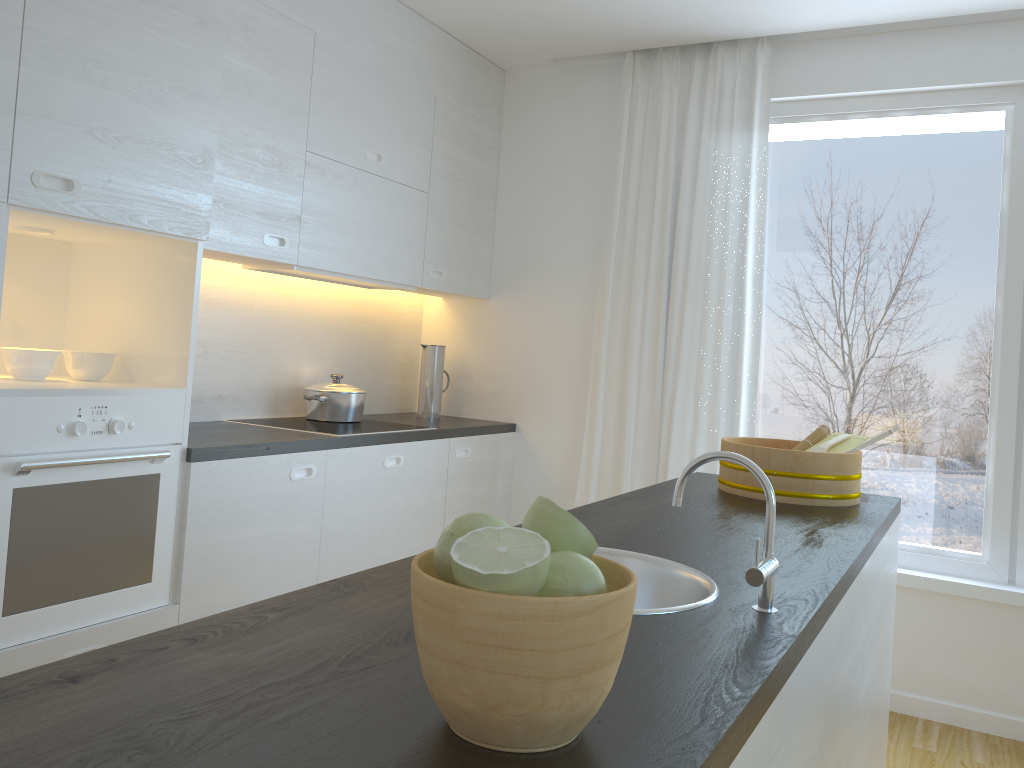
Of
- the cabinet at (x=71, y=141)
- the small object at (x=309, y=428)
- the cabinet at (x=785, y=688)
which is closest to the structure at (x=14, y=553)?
the cabinet at (x=71, y=141)

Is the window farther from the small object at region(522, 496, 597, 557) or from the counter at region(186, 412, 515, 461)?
the small object at region(522, 496, 597, 557)

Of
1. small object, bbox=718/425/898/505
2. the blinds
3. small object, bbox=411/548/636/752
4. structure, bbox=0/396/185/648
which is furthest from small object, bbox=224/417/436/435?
small object, bbox=411/548/636/752

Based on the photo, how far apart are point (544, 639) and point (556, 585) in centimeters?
6cm

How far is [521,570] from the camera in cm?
72

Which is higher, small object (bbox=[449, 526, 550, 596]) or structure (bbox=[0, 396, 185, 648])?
small object (bbox=[449, 526, 550, 596])

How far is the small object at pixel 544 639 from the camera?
0.7m

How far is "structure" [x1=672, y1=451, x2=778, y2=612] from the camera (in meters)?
1.20

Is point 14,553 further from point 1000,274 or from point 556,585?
point 1000,274

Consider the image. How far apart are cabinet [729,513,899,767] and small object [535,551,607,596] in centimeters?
25cm
